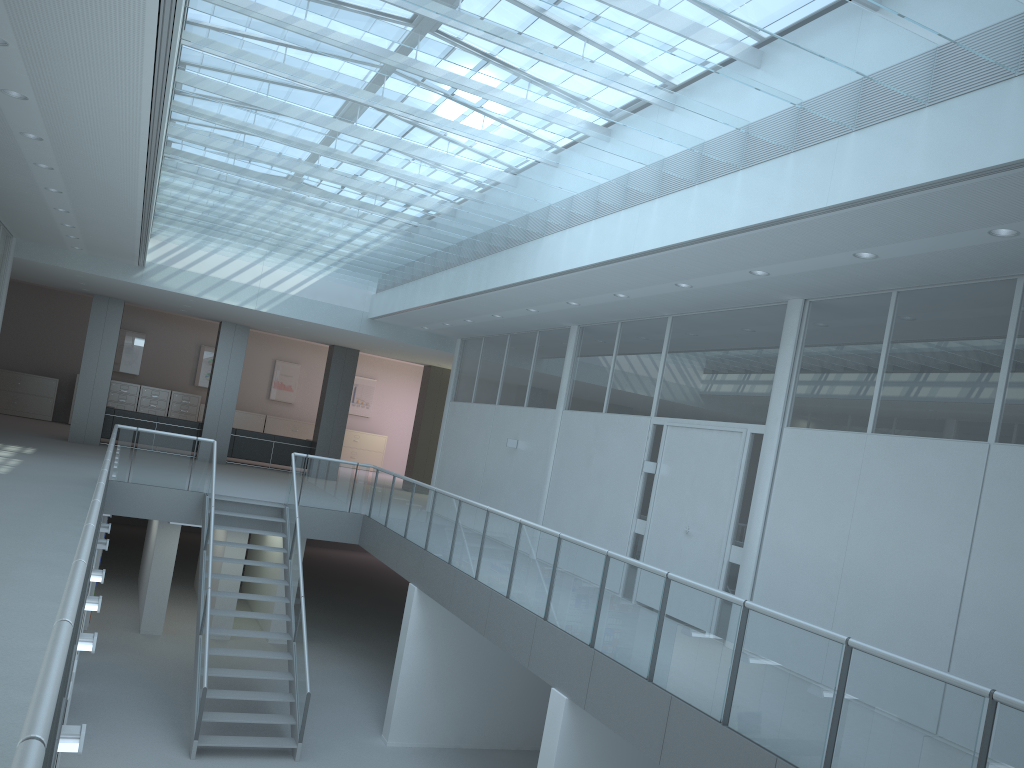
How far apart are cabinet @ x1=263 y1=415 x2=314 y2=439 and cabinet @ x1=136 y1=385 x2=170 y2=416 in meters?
2.5

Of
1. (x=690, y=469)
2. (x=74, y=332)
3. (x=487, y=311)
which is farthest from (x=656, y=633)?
(x=74, y=332)

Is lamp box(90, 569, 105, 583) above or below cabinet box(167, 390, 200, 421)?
below

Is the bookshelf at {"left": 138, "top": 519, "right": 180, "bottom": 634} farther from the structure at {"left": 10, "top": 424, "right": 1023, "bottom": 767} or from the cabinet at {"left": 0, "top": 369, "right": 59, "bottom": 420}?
the cabinet at {"left": 0, "top": 369, "right": 59, "bottom": 420}

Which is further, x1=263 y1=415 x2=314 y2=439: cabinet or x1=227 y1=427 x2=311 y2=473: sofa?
x1=263 y1=415 x2=314 y2=439: cabinet

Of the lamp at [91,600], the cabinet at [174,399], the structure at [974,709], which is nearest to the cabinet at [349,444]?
the cabinet at [174,399]

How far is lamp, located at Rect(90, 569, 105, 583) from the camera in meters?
8.2 m

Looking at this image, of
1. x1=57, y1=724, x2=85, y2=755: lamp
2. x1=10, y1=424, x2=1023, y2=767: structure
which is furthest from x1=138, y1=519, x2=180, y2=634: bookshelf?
x1=57, y1=724, x2=85, y2=755: lamp

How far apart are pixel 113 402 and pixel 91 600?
15.7 meters

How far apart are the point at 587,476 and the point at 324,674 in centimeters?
504cm
